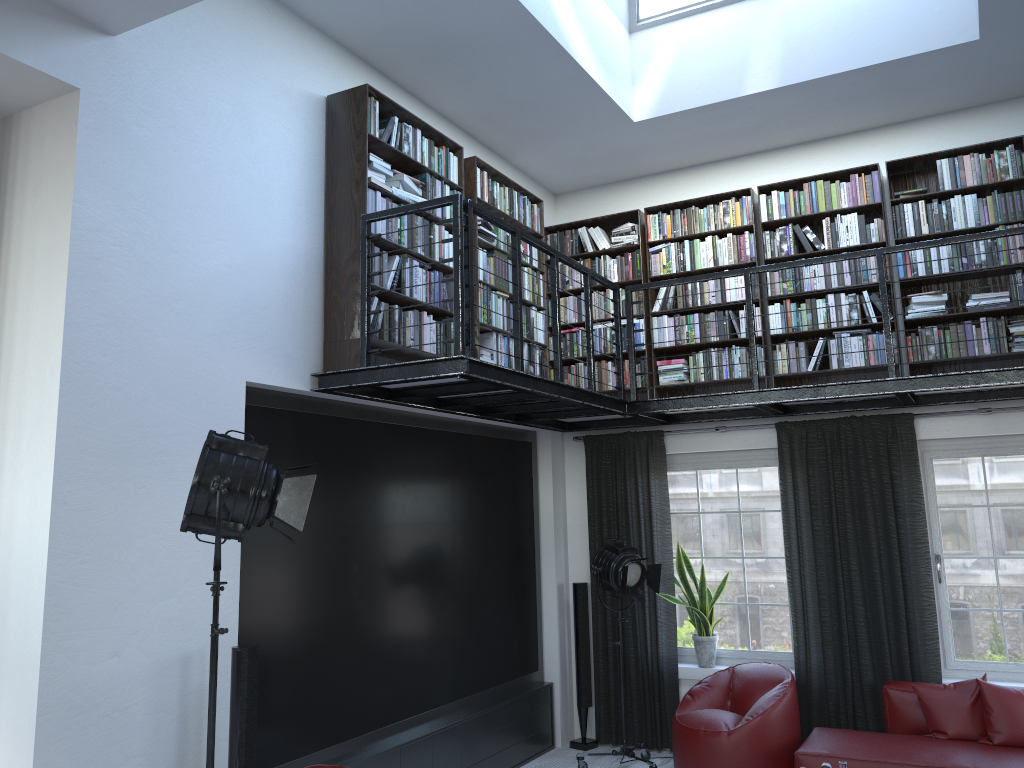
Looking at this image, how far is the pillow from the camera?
5.2 meters

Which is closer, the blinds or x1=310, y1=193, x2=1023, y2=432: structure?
x1=310, y1=193, x2=1023, y2=432: structure

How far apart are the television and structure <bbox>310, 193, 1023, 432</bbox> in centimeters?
17cm

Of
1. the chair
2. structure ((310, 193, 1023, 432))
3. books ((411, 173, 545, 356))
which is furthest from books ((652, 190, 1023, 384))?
the chair

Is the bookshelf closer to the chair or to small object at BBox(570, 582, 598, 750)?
small object at BBox(570, 582, 598, 750)

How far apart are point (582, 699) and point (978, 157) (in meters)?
4.82

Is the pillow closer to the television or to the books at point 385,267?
the television

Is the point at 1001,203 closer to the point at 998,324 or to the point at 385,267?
the point at 998,324

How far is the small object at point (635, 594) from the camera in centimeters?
619cm

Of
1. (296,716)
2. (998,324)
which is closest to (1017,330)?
(998,324)
